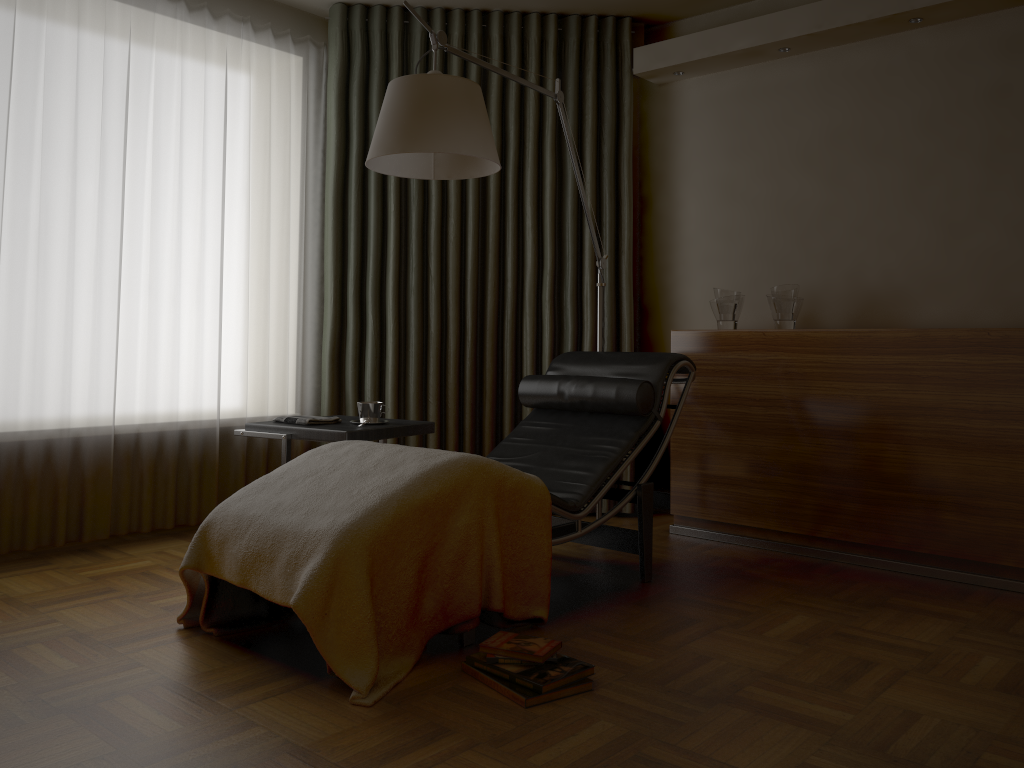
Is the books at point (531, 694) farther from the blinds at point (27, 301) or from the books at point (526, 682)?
the blinds at point (27, 301)

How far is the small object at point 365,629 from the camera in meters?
2.1

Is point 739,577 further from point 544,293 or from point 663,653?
point 544,293

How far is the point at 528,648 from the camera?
2.2 meters

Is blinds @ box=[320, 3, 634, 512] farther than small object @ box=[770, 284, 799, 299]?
Yes

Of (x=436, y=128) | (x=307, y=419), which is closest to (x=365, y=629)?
(x=307, y=419)

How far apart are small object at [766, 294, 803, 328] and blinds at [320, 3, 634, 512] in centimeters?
79cm

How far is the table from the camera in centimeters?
310cm

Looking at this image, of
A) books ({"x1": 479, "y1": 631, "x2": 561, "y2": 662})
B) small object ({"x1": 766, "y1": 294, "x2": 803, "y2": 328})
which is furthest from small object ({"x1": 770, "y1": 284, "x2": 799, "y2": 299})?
books ({"x1": 479, "y1": 631, "x2": 561, "y2": 662})

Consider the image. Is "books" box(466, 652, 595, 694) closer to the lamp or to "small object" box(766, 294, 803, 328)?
the lamp
